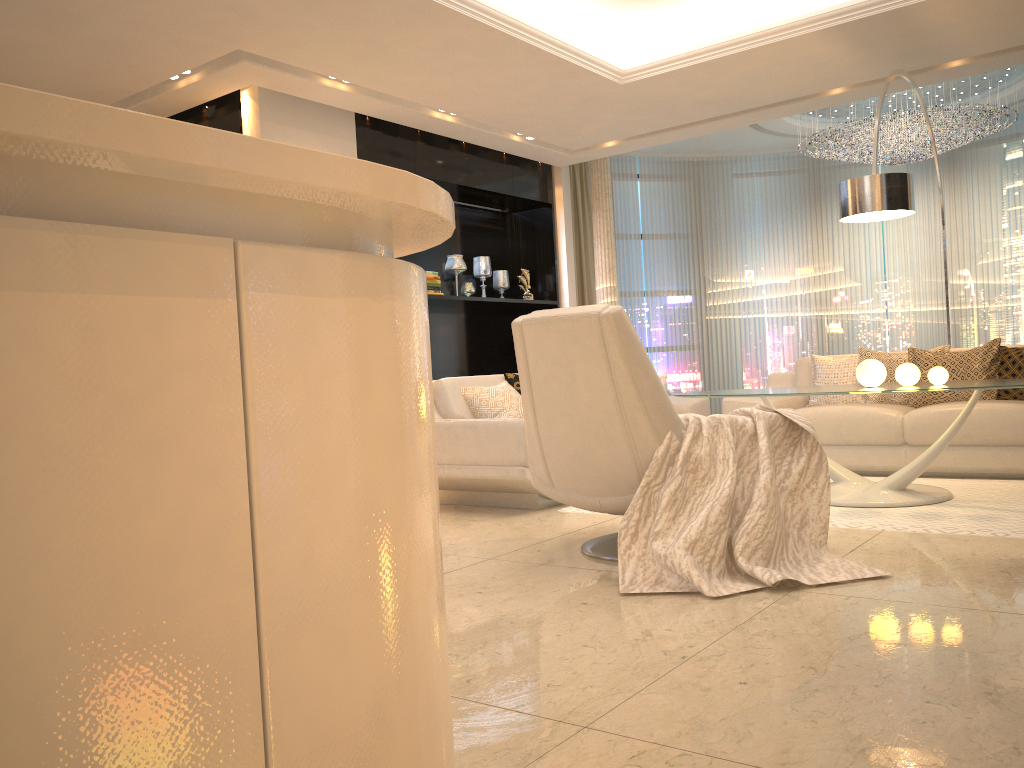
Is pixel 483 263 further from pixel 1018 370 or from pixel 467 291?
pixel 1018 370

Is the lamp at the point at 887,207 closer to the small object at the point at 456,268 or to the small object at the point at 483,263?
the small object at the point at 456,268

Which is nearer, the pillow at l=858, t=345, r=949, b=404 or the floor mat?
the floor mat

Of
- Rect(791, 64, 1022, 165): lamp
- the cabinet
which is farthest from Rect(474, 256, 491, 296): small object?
the cabinet

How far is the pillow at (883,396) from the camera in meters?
5.8

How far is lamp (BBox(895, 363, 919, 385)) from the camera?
4.3 meters

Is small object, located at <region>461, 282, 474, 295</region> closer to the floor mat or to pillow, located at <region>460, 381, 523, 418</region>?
pillow, located at <region>460, 381, 523, 418</region>

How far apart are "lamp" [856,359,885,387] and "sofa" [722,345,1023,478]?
1.0m

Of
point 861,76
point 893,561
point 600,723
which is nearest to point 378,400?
point 600,723

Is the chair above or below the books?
below
